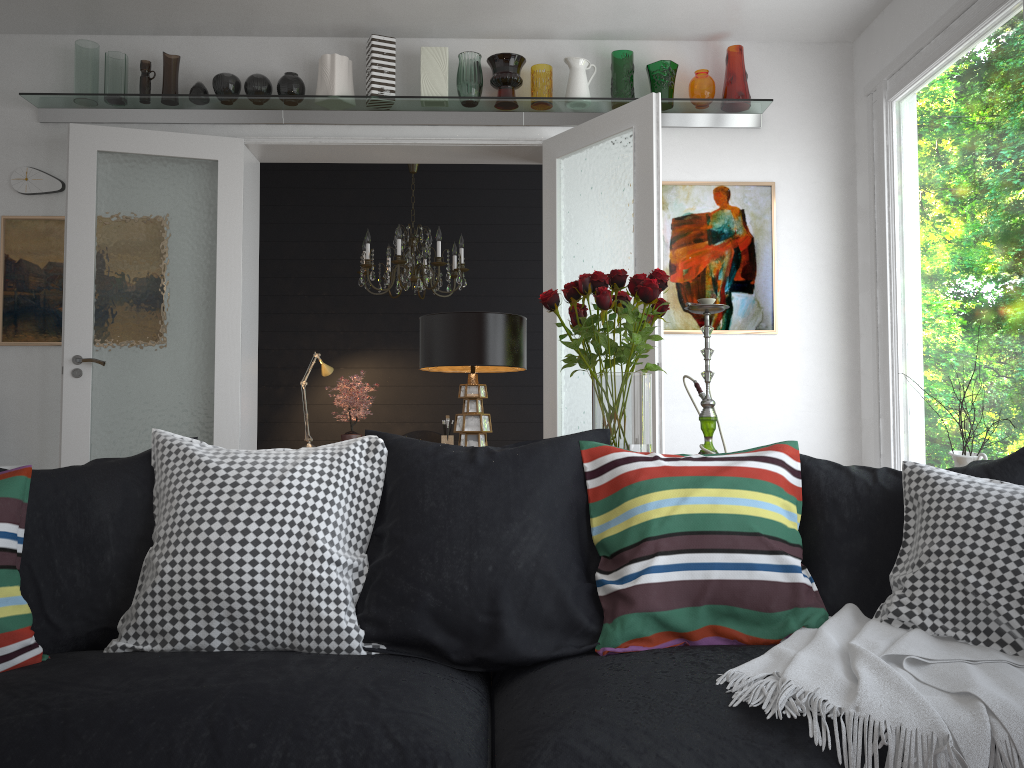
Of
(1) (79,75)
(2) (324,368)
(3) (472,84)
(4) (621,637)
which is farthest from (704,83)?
(4) (621,637)

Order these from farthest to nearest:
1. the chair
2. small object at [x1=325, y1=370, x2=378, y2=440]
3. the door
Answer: the chair < small object at [x1=325, y1=370, x2=378, y2=440] < the door

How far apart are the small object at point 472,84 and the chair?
2.73m

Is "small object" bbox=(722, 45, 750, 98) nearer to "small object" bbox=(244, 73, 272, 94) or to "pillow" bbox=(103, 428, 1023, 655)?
"small object" bbox=(244, 73, 272, 94)

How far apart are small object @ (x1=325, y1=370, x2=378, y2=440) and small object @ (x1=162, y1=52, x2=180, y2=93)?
1.9 meters

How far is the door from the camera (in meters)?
4.42

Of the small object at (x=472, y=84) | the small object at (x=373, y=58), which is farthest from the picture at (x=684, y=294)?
the small object at (x=373, y=58)

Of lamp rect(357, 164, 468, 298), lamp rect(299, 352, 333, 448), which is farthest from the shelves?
lamp rect(299, 352, 333, 448)

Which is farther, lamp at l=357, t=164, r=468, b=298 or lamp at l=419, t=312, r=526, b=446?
lamp at l=357, t=164, r=468, b=298

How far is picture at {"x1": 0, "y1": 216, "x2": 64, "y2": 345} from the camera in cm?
480
